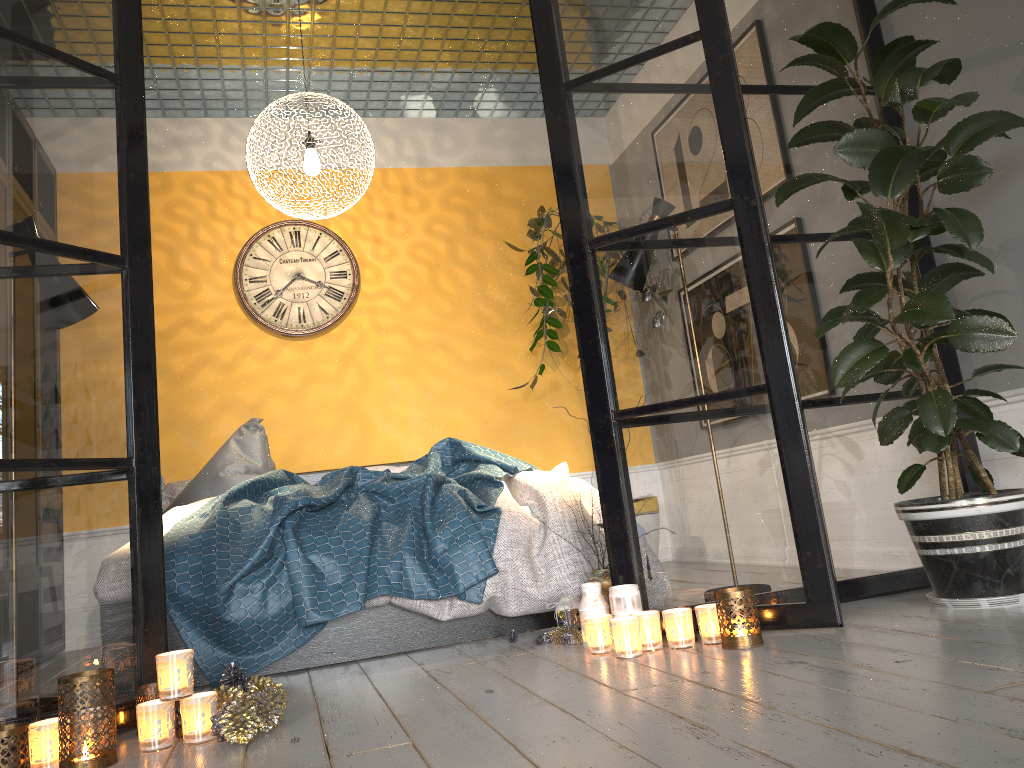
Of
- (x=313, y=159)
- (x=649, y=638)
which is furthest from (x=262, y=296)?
(x=649, y=638)

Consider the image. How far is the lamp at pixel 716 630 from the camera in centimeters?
239cm

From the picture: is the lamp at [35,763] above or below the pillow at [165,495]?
below

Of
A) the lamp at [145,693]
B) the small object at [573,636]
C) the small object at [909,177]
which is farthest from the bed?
the small object at [909,177]

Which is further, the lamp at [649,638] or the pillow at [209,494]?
the pillow at [209,494]

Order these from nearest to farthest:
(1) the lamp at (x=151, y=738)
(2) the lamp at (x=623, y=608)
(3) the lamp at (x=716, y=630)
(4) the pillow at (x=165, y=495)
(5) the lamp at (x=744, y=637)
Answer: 1. (1) the lamp at (x=151, y=738)
2. (5) the lamp at (x=744, y=637)
3. (3) the lamp at (x=716, y=630)
4. (2) the lamp at (x=623, y=608)
5. (4) the pillow at (x=165, y=495)

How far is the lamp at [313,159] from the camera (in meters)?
3.97

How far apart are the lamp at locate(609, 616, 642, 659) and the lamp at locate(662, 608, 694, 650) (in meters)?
0.09

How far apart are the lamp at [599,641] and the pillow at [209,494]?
2.1m

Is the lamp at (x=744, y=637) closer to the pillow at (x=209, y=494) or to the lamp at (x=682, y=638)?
the lamp at (x=682, y=638)
